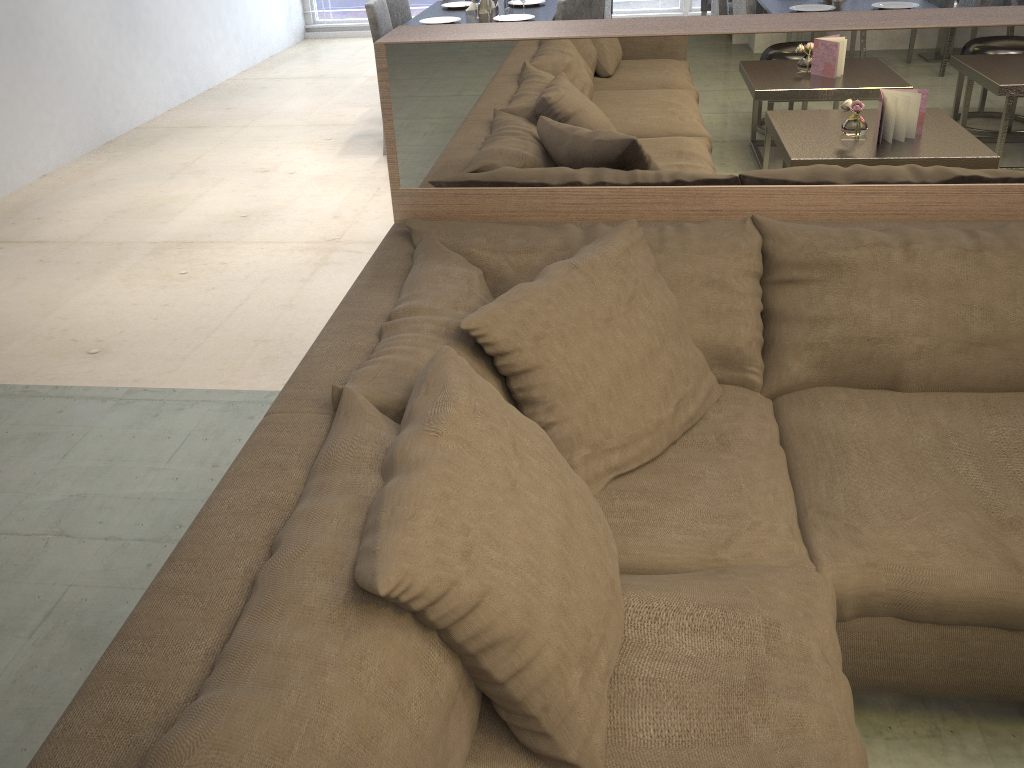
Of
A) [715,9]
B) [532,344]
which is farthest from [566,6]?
[532,344]

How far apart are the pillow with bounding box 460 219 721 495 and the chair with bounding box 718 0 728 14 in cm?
352

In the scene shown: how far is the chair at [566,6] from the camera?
4.1m

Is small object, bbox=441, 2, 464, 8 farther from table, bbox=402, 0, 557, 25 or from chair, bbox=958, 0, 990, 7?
chair, bbox=958, 0, 990, 7

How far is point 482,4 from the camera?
4.66m

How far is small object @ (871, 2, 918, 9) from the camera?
4.2m

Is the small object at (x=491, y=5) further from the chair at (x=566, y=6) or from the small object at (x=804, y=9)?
the small object at (x=804, y=9)

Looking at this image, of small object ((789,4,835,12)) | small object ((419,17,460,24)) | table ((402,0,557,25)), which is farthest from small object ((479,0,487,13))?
small object ((789,4,835,12))

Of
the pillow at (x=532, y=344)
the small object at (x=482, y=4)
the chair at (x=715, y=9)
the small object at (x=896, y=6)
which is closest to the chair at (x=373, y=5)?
the small object at (x=482, y=4)

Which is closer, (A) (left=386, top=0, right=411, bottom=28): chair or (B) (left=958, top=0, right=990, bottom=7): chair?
(B) (left=958, top=0, right=990, bottom=7): chair
